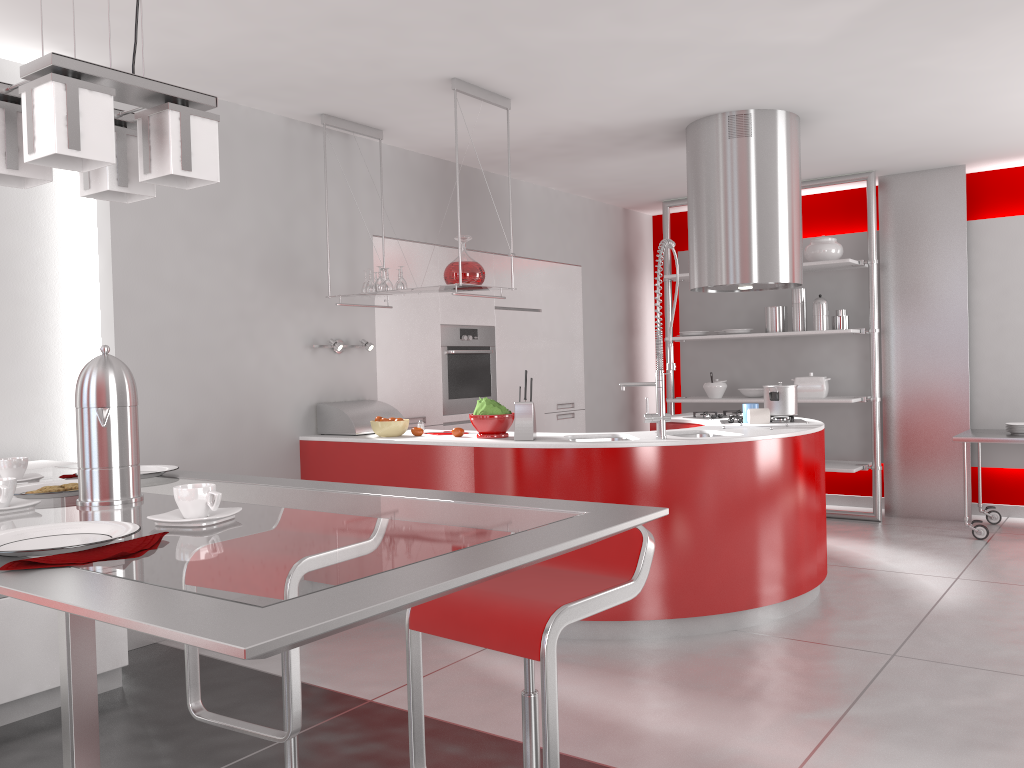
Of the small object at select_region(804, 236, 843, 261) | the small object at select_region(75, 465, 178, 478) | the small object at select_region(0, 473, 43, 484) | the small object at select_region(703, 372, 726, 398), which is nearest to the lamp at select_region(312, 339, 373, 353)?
the small object at select_region(75, 465, 178, 478)

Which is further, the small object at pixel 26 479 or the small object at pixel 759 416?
the small object at pixel 759 416

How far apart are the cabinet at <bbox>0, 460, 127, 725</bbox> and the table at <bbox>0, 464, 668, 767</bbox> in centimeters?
100cm

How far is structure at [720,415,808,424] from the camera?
4.85m

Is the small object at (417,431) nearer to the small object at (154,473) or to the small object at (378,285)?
the small object at (378,285)

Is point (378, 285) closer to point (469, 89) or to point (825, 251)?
point (469, 89)

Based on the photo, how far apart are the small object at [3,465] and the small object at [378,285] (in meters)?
2.79

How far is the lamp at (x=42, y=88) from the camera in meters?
1.4 m

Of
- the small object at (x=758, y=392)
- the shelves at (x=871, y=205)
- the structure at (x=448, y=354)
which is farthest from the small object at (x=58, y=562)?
the small object at (x=758, y=392)

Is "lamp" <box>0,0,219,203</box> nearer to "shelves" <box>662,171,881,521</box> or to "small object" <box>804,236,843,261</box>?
"shelves" <box>662,171,881,521</box>
